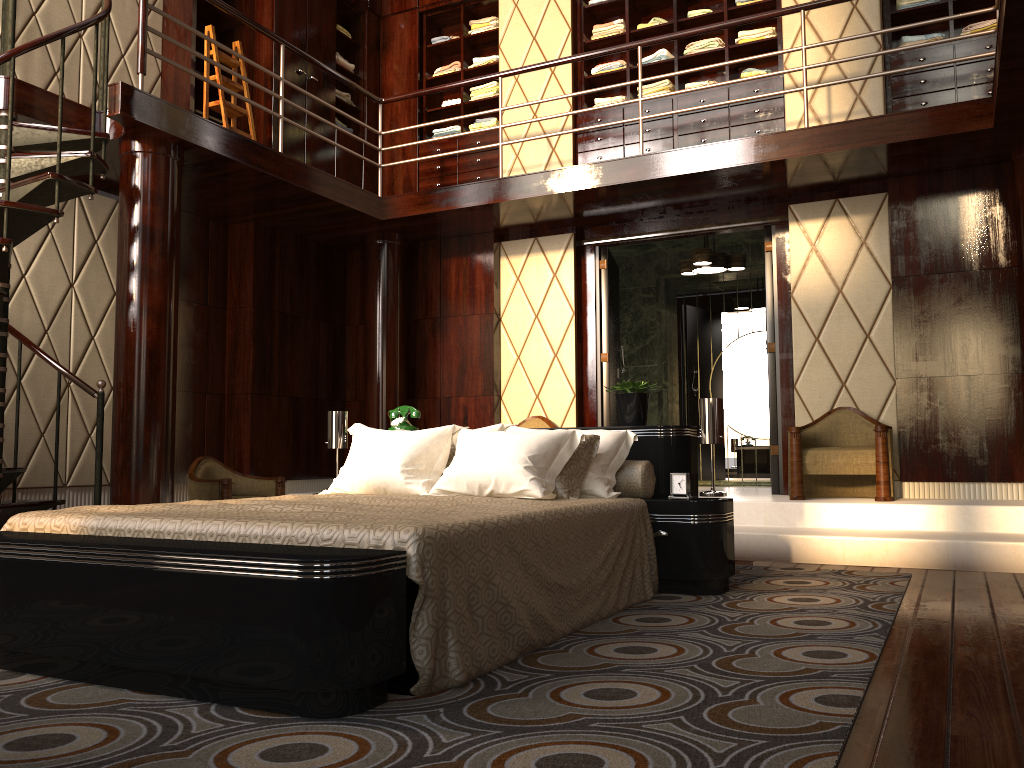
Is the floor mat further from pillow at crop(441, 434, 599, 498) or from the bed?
pillow at crop(441, 434, 599, 498)

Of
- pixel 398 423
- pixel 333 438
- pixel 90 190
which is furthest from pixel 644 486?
pixel 90 190

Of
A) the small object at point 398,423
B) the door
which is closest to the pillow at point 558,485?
the small object at point 398,423

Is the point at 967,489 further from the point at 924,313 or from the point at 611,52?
the point at 611,52

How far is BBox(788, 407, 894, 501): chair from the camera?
4.9 meters

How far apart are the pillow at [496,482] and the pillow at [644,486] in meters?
0.0 m

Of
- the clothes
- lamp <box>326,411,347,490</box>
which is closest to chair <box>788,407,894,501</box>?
the clothes

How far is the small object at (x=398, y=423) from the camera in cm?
435

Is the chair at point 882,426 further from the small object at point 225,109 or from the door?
the small object at point 225,109

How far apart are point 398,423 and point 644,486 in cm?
139
